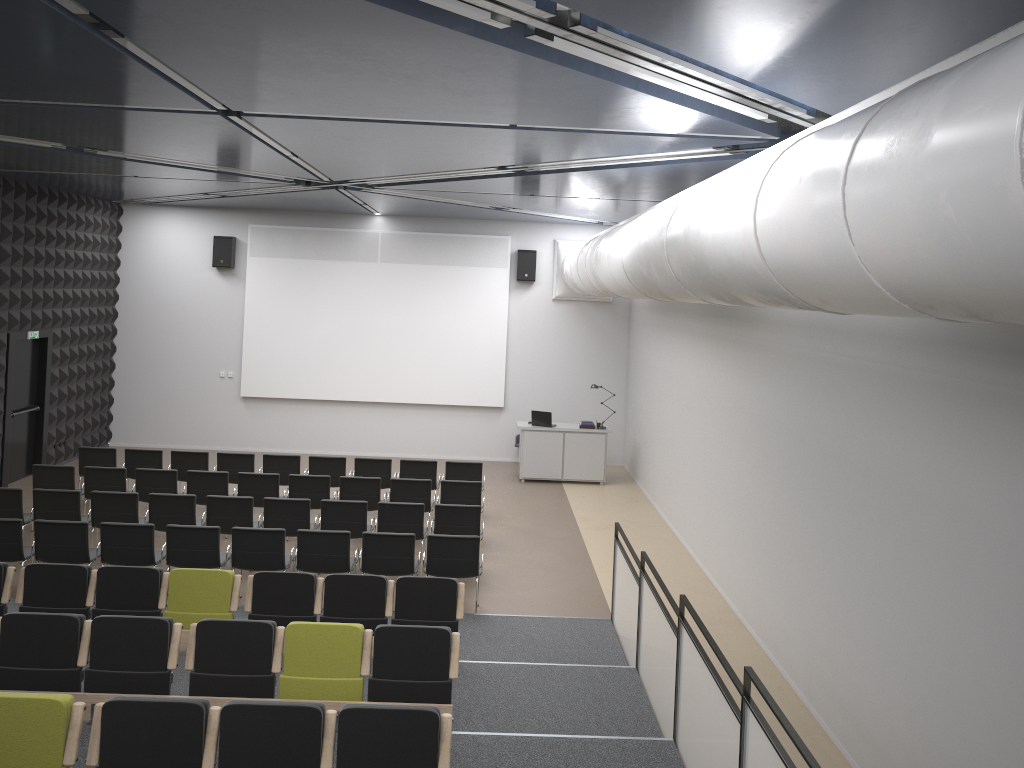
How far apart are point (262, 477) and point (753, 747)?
8.6 meters

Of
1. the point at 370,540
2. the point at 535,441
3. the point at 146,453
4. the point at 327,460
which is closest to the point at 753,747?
the point at 370,540

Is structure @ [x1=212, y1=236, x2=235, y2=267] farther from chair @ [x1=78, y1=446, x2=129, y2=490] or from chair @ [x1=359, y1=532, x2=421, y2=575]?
chair @ [x1=359, y1=532, x2=421, y2=575]

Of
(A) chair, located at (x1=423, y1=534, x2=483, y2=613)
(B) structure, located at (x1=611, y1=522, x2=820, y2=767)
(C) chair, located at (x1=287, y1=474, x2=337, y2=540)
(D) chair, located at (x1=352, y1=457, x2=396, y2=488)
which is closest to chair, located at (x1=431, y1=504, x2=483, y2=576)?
(A) chair, located at (x1=423, y1=534, x2=483, y2=613)

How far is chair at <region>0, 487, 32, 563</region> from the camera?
10.4m

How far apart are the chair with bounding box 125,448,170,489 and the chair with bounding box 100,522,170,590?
3.7 meters

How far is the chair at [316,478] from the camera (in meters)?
11.88

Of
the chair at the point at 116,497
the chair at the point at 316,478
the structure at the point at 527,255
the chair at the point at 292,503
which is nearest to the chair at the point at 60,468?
the chair at the point at 116,497

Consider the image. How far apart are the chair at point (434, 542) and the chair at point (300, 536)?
0.8m

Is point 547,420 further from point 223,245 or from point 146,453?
point 223,245
